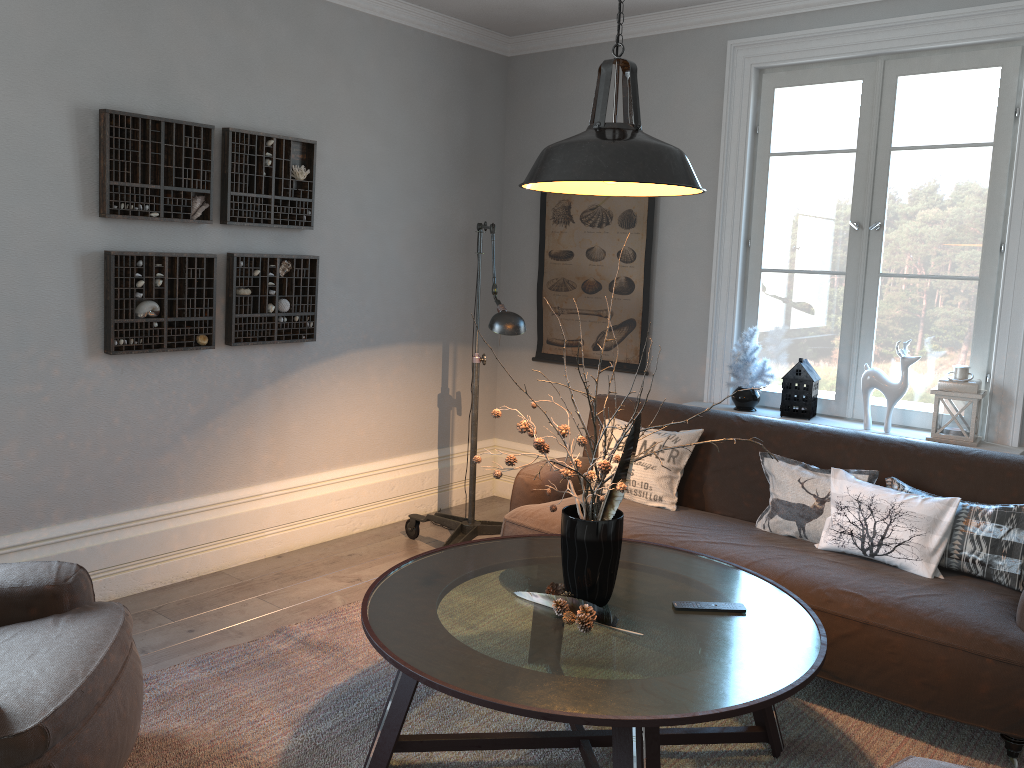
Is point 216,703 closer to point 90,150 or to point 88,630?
point 88,630

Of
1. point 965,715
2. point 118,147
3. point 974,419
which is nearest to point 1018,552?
point 965,715

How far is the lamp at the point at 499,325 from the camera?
3.4m

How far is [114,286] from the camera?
3.5m

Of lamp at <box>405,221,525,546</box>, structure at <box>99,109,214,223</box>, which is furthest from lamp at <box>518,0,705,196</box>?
structure at <box>99,109,214,223</box>

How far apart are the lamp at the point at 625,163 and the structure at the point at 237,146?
1.9m

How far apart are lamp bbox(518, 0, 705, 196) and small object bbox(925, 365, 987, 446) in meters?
1.8 m

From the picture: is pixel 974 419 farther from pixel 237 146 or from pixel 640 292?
pixel 237 146

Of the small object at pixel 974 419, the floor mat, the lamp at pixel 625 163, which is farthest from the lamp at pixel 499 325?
the small object at pixel 974 419

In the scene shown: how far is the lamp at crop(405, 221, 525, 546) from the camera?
3.4 meters
